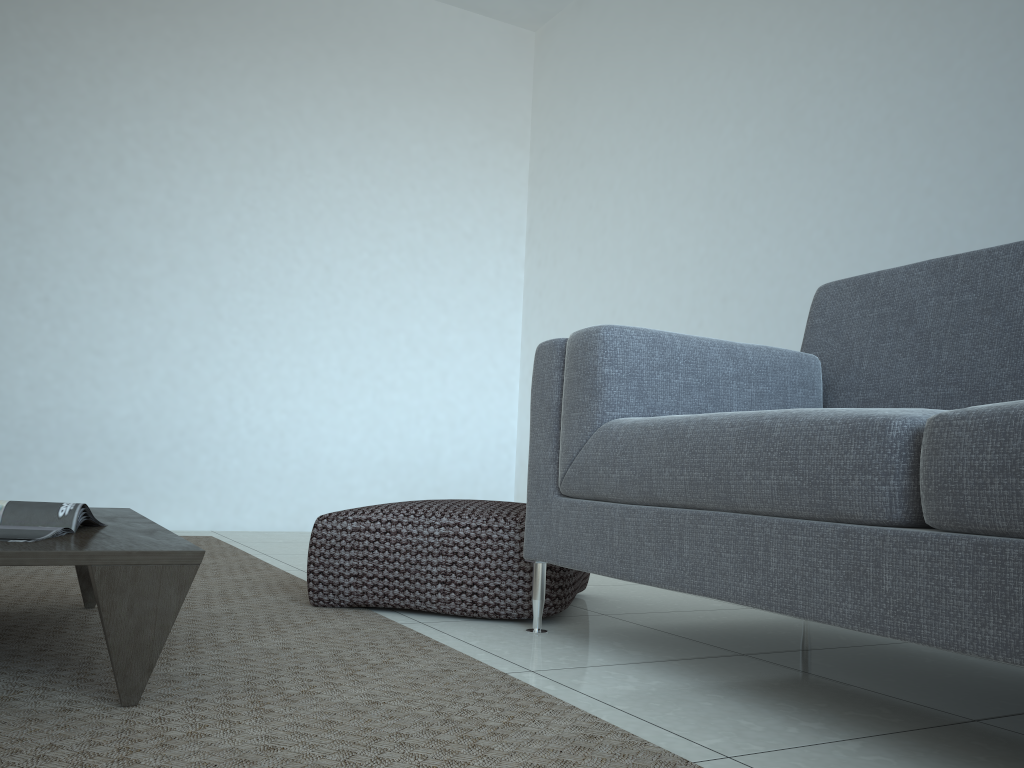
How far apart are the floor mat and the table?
0.0 meters

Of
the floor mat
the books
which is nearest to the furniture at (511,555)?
the floor mat

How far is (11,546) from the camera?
1.2m

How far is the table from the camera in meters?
1.2

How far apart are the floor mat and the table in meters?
0.0

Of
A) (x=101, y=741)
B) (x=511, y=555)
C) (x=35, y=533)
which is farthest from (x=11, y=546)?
(x=511, y=555)

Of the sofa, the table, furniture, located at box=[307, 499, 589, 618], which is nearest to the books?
the table

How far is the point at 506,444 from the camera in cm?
509

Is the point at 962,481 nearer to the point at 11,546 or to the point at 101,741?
the point at 101,741

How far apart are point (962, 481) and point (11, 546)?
1.20m
